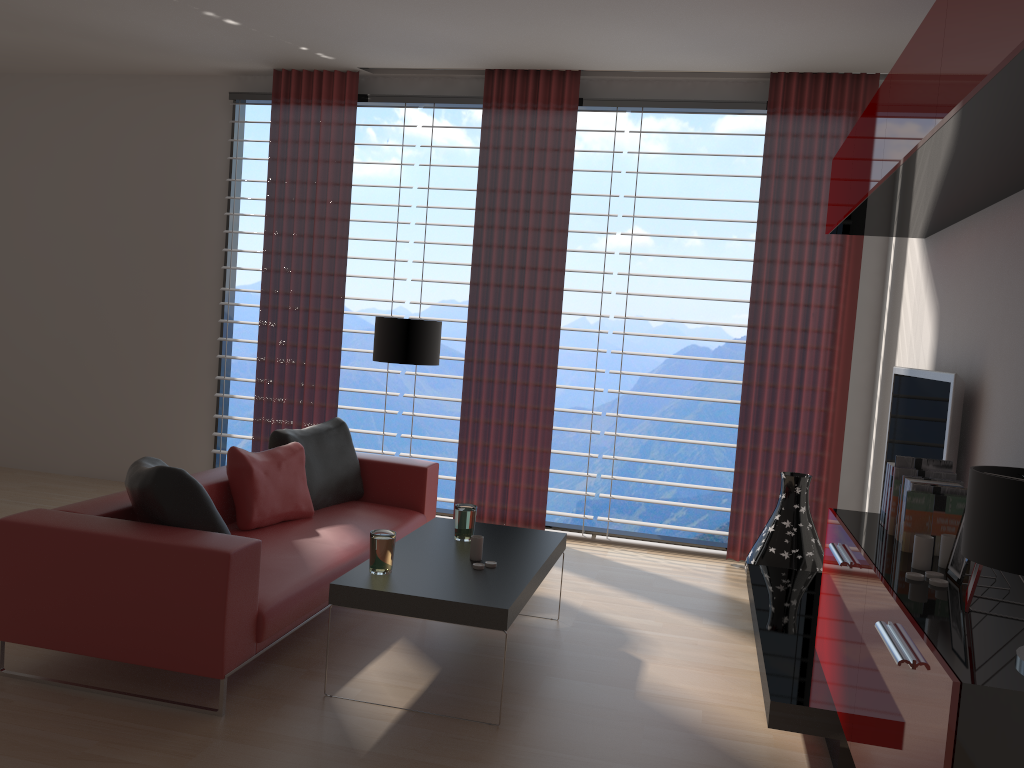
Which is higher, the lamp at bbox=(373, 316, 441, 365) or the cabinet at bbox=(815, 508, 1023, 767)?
the lamp at bbox=(373, 316, 441, 365)

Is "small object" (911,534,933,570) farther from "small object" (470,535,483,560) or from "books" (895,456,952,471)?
"small object" (470,535,483,560)

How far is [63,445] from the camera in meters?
9.5

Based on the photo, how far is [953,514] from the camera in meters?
3.8

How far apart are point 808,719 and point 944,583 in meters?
1.1

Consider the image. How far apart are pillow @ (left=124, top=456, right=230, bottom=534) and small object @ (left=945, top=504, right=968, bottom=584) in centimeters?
342cm

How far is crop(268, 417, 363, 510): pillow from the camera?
6.46m

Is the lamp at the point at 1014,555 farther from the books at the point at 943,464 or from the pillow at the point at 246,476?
the pillow at the point at 246,476

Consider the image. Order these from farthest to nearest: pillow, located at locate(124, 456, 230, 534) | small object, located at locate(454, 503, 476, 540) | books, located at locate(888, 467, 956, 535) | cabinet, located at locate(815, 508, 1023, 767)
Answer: small object, located at locate(454, 503, 476, 540), pillow, located at locate(124, 456, 230, 534), books, located at locate(888, 467, 956, 535), cabinet, located at locate(815, 508, 1023, 767)

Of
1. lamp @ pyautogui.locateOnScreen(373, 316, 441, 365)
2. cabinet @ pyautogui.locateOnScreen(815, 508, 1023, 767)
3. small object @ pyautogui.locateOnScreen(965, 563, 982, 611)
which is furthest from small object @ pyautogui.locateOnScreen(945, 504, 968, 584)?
lamp @ pyautogui.locateOnScreen(373, 316, 441, 365)
